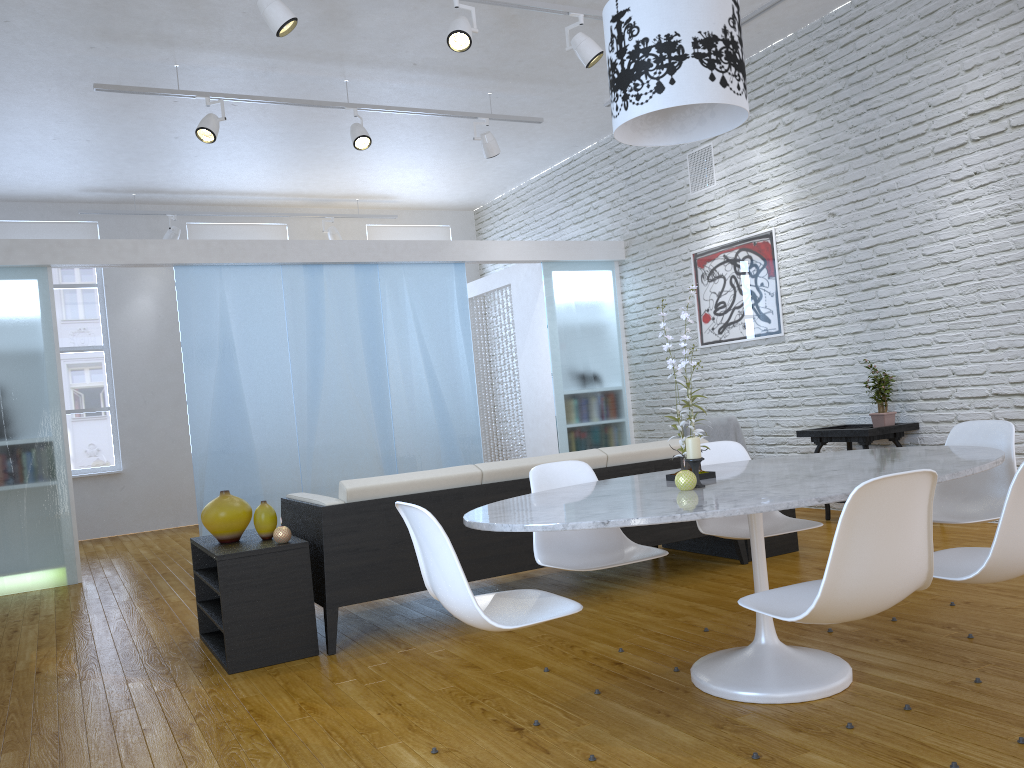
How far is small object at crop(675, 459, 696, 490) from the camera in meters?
2.5

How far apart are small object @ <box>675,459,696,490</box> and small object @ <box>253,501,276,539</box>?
Answer: 1.9m

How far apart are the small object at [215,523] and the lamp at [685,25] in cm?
213

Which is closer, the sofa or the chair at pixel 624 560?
the chair at pixel 624 560

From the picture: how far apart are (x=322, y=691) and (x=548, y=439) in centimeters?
489cm

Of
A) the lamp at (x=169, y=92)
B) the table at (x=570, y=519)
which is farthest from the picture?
the table at (x=570, y=519)

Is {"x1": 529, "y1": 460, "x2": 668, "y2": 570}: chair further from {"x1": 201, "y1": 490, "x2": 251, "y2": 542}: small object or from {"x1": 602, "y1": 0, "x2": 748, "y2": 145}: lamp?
{"x1": 201, "y1": 490, "x2": 251, "y2": 542}: small object

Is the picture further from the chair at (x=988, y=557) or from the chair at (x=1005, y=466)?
the chair at (x=988, y=557)

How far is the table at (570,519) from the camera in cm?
217

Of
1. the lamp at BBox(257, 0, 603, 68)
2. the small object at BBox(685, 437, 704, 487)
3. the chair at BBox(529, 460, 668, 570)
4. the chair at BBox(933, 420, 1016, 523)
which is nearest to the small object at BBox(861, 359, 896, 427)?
the chair at BBox(933, 420, 1016, 523)
